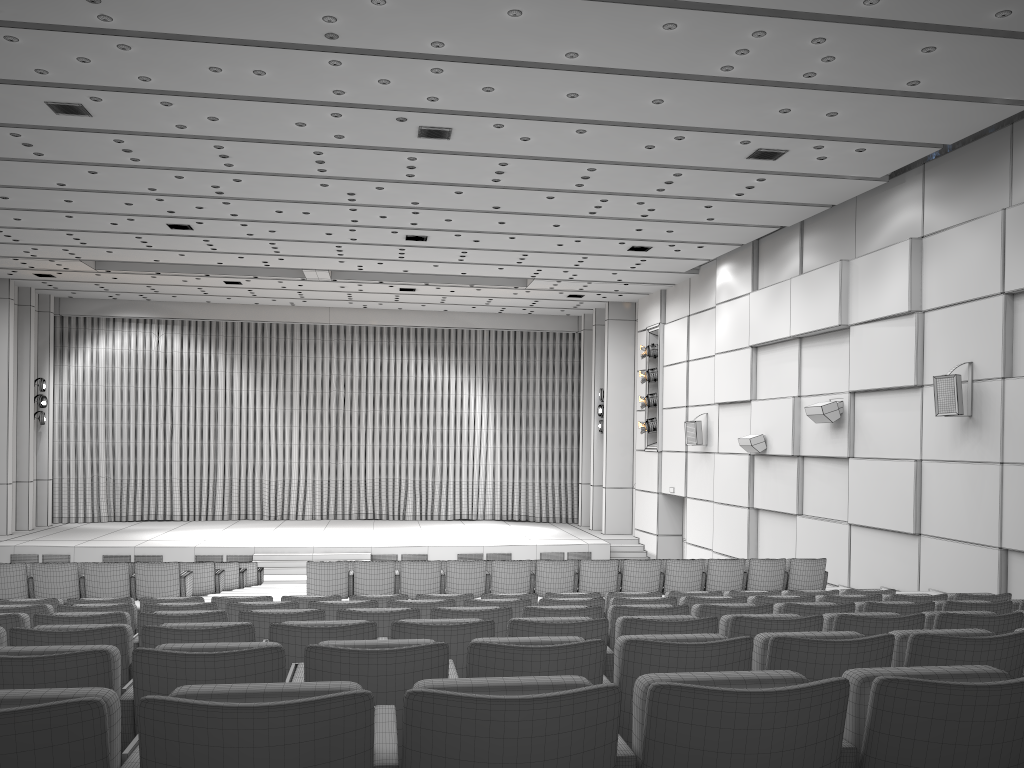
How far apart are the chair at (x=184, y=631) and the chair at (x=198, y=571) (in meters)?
→ 8.58

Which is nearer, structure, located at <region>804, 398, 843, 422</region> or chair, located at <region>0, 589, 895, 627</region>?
chair, located at <region>0, 589, 895, 627</region>

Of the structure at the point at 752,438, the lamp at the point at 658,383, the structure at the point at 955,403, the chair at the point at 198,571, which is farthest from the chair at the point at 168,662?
the lamp at the point at 658,383

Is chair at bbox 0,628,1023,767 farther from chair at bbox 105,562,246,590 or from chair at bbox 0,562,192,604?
chair at bbox 105,562,246,590

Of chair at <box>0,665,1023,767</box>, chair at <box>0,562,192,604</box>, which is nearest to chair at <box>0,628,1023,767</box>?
chair at <box>0,665,1023,767</box>

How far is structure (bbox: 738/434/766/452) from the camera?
17.1 meters

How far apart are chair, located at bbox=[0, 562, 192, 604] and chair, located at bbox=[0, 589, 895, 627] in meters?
3.0 m

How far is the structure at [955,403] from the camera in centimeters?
1170cm

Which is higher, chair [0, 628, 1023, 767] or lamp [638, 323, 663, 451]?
lamp [638, 323, 663, 451]

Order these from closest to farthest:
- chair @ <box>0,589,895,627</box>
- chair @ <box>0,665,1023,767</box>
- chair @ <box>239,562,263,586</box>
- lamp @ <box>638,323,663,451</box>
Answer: chair @ <box>0,665,1023,767</box> → chair @ <box>0,589,895,627</box> → chair @ <box>239,562,263,586</box> → lamp @ <box>638,323,663,451</box>
